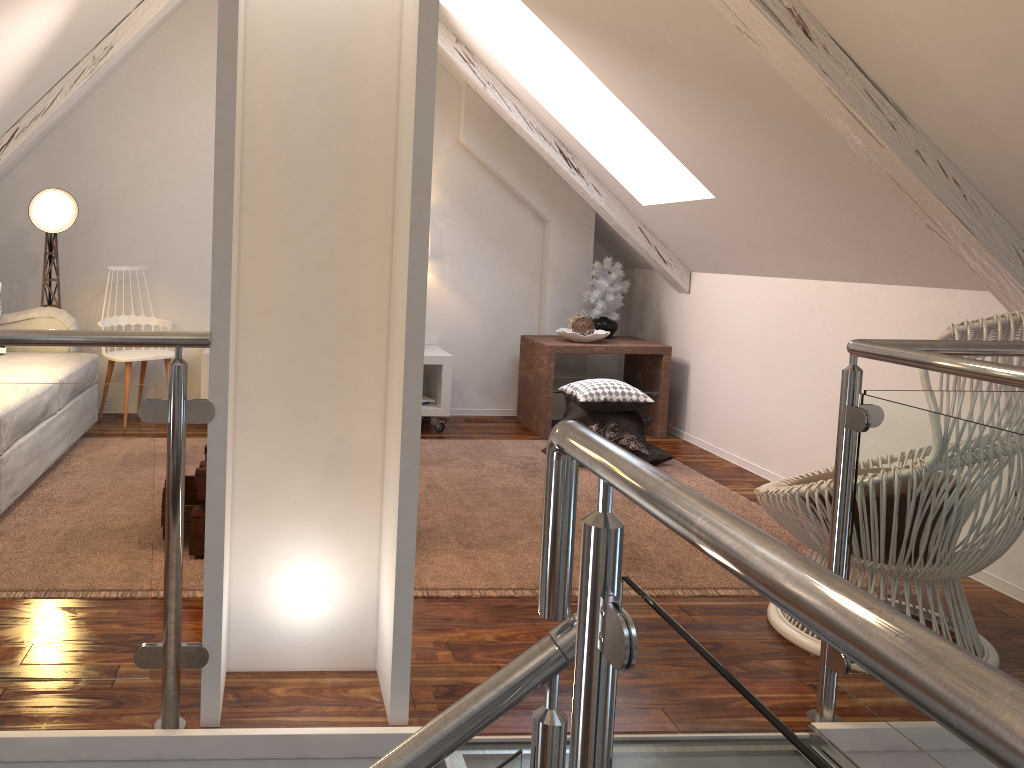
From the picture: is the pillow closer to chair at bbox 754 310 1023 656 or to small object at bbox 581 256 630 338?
small object at bbox 581 256 630 338

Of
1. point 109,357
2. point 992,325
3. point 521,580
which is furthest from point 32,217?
point 992,325

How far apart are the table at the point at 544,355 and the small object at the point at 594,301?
0.1m

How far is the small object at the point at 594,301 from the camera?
4.4m

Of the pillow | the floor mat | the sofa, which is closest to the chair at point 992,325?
the floor mat

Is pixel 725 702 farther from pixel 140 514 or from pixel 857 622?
pixel 140 514

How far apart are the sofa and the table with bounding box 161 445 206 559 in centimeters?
74cm

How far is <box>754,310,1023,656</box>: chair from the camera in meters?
1.9

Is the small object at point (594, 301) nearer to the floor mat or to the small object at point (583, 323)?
the small object at point (583, 323)

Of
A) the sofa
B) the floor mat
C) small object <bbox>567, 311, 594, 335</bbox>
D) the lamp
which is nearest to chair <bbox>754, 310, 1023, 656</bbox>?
the floor mat
